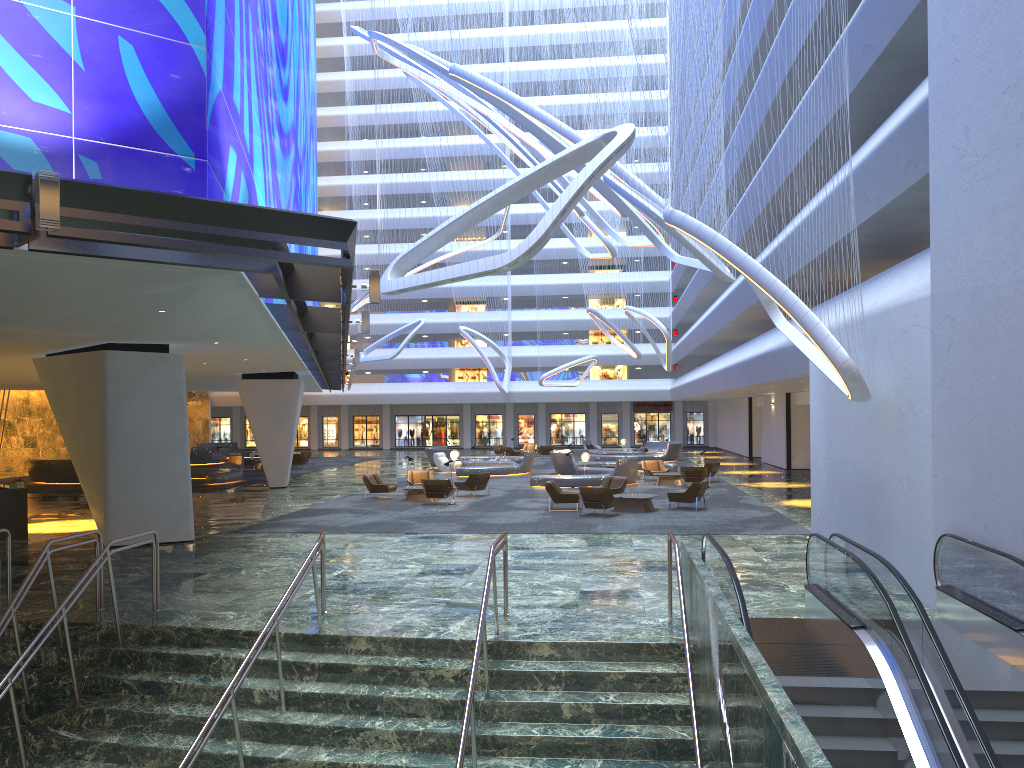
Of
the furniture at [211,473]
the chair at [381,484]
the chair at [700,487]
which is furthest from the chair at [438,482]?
the furniture at [211,473]

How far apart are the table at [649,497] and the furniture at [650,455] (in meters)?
22.14

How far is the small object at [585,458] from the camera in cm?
3640

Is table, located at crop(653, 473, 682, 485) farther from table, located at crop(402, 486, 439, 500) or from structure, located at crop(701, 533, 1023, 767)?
structure, located at crop(701, 533, 1023, 767)

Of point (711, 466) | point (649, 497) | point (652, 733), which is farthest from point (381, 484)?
point (652, 733)

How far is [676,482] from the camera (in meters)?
31.43

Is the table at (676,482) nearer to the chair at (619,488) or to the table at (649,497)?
the chair at (619,488)

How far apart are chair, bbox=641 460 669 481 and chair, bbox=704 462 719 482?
1.96m

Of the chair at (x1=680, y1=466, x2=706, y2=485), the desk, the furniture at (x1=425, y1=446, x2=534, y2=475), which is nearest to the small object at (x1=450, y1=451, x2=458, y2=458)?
the furniture at (x1=425, y1=446, x2=534, y2=475)

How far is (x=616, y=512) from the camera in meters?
23.1
